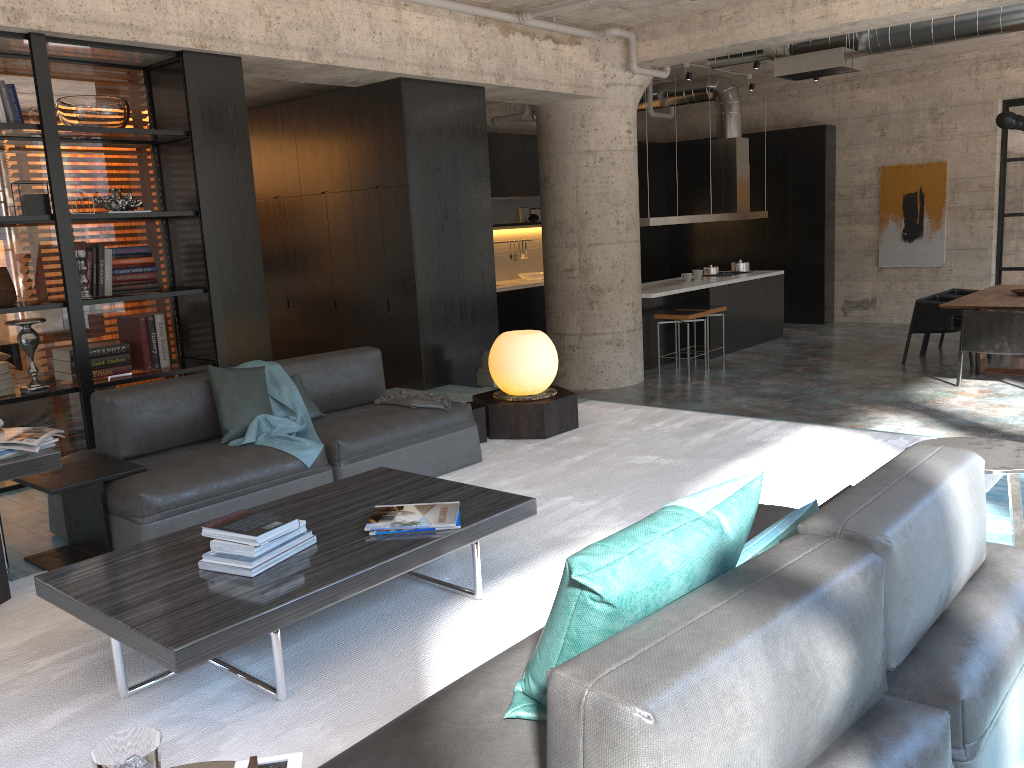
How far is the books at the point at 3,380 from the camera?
5.2m

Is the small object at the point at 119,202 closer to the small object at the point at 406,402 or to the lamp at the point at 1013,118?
the small object at the point at 406,402

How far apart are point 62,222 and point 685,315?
6.6m

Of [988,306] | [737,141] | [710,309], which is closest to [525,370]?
[710,309]

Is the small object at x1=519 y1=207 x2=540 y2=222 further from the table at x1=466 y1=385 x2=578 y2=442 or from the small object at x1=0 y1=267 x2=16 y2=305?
the small object at x1=0 y1=267 x2=16 y2=305

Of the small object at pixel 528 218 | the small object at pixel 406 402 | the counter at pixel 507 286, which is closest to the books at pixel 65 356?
the small object at pixel 406 402

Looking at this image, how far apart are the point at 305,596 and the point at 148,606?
0.46m

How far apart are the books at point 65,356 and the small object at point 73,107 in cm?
139

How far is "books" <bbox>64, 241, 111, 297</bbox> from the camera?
5.60m

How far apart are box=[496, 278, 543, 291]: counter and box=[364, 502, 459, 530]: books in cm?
912
